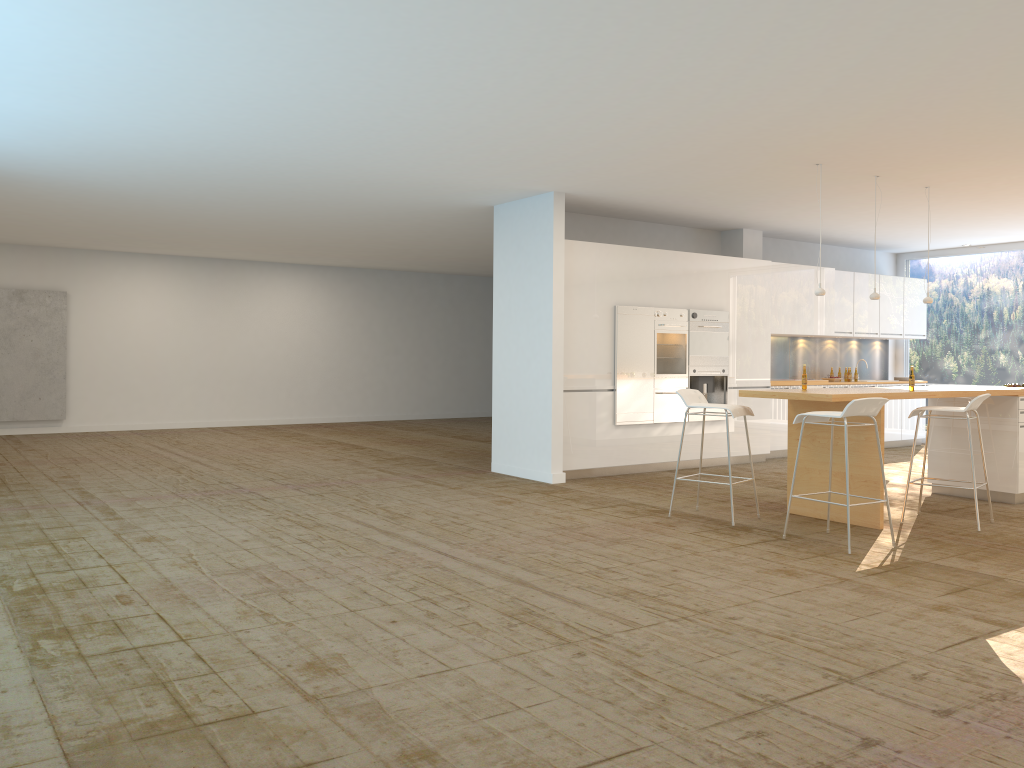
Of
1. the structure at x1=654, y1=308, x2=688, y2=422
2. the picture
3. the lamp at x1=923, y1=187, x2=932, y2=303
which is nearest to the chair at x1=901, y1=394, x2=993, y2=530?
the lamp at x1=923, y1=187, x2=932, y2=303

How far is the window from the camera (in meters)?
12.79

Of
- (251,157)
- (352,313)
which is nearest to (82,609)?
(251,157)

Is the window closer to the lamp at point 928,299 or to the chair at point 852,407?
the lamp at point 928,299

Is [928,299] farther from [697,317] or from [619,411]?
[619,411]

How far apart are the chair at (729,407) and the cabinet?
2.12m

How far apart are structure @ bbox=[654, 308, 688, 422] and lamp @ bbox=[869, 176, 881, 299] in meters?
2.4 m

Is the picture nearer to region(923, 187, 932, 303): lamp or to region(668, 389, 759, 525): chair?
region(668, 389, 759, 525): chair

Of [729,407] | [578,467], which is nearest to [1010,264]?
[578,467]

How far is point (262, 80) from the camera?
5.45m
